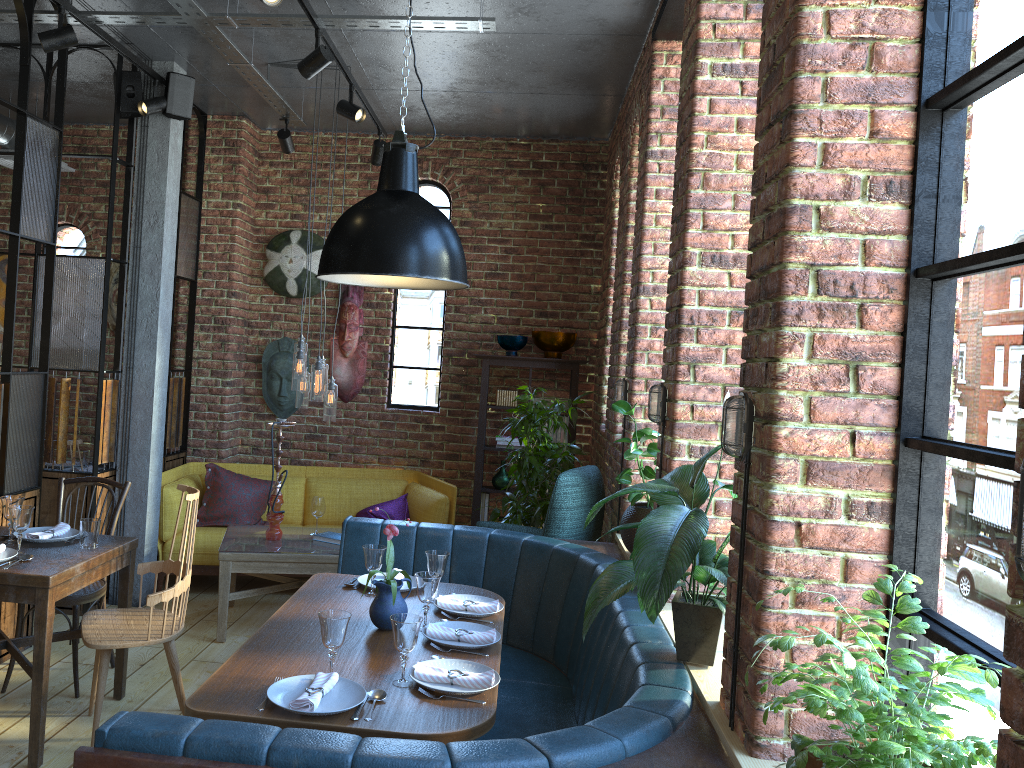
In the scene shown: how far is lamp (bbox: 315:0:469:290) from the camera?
2.7m

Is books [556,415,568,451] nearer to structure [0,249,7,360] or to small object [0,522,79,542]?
small object [0,522,79,542]

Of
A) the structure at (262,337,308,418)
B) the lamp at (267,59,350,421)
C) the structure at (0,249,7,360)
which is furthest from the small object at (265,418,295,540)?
the structure at (0,249,7,360)

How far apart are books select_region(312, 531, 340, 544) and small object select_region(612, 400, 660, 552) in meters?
1.9

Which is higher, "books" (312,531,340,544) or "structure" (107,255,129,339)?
"structure" (107,255,129,339)

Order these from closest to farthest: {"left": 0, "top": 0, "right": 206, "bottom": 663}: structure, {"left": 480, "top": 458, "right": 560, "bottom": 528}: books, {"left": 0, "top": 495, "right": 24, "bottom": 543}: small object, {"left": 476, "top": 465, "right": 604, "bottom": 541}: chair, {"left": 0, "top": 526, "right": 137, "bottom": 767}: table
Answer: Answer: {"left": 0, "top": 526, "right": 137, "bottom": 767}: table, {"left": 0, "top": 495, "right": 24, "bottom": 543}: small object, {"left": 0, "top": 0, "right": 206, "bottom": 663}: structure, {"left": 476, "top": 465, "right": 604, "bottom": 541}: chair, {"left": 480, "top": 458, "right": 560, "bottom": 528}: books

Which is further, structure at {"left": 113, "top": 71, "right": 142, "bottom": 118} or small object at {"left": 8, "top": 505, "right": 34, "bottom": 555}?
structure at {"left": 113, "top": 71, "right": 142, "bottom": 118}

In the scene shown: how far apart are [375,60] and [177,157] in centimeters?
135cm

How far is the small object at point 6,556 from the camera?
3.36m

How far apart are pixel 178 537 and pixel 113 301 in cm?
213
